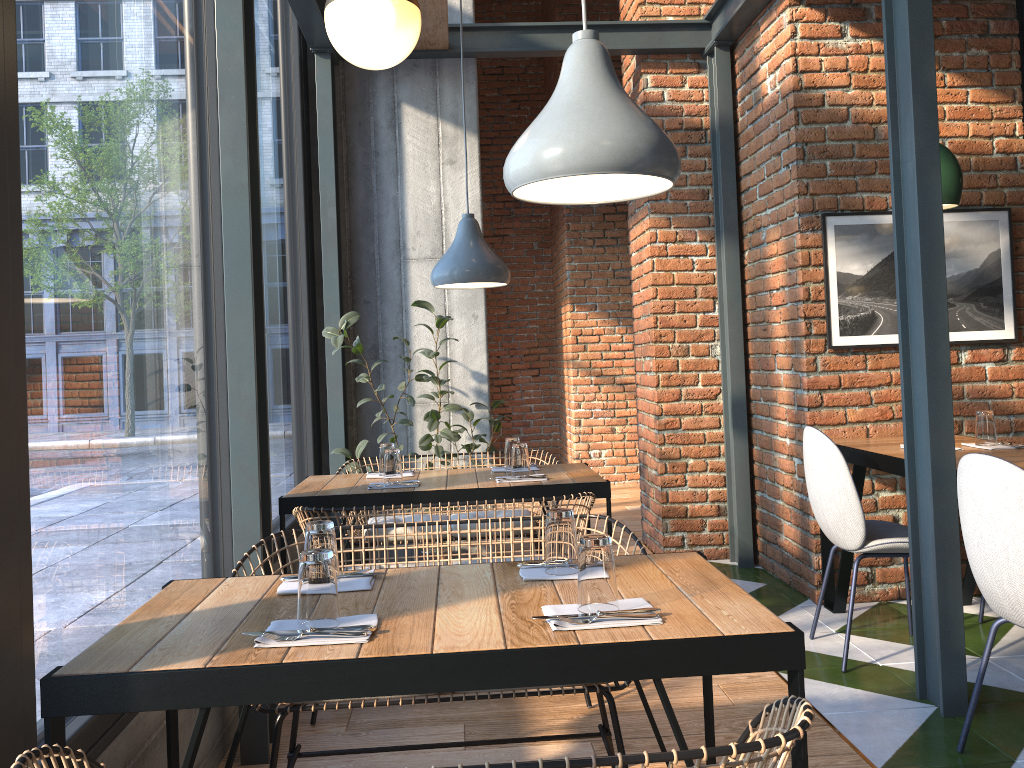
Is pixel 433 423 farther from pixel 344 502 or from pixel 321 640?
pixel 321 640

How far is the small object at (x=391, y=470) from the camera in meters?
3.6 m

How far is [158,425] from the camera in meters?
2.4 m

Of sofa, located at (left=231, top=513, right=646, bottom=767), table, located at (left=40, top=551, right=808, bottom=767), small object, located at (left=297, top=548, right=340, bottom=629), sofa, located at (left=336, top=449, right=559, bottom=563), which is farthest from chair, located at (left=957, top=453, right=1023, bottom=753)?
sofa, located at (left=336, top=449, right=559, bottom=563)

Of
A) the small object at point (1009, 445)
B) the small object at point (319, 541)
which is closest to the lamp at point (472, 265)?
the small object at point (319, 541)

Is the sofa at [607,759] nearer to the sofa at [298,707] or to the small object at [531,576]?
the small object at [531,576]

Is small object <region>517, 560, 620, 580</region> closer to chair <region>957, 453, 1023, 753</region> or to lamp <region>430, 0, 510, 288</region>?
chair <region>957, 453, 1023, 753</region>

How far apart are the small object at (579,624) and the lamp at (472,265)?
2.16m

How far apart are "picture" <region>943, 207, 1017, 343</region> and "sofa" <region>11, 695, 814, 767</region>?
3.21m

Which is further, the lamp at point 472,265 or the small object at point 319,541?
the lamp at point 472,265
